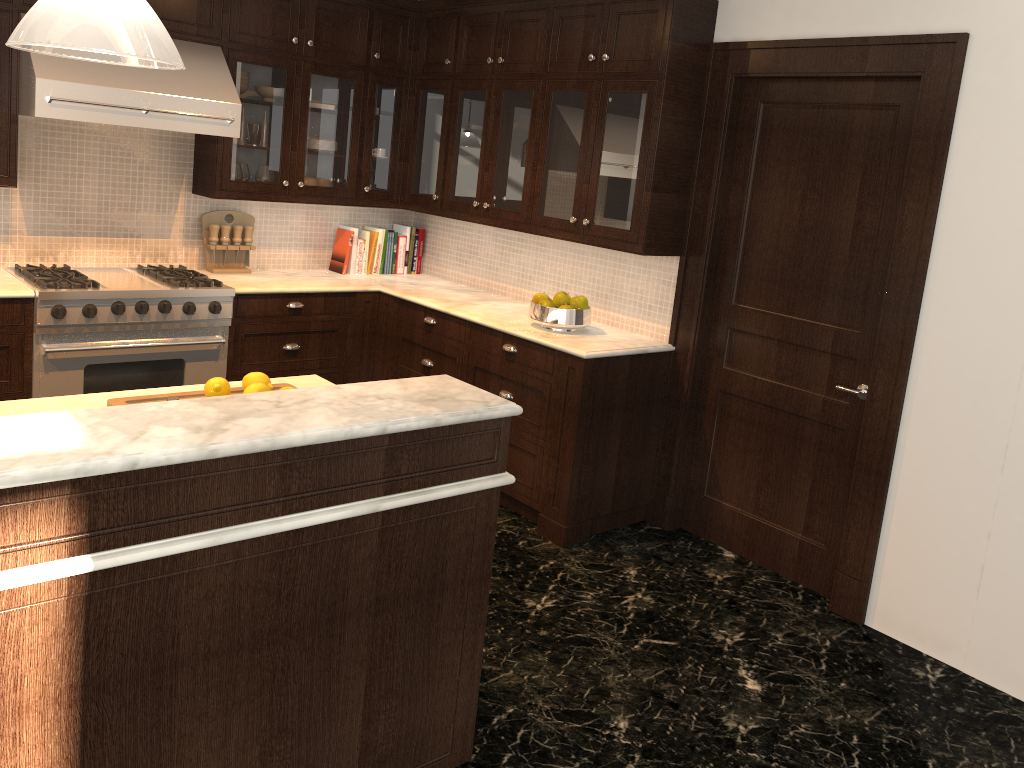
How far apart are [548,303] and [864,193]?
1.48m

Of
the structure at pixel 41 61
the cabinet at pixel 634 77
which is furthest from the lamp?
the cabinet at pixel 634 77

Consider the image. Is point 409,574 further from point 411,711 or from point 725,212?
point 725,212

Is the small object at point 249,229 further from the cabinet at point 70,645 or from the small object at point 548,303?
the cabinet at point 70,645

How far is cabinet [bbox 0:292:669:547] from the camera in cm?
401

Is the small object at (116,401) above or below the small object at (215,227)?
below

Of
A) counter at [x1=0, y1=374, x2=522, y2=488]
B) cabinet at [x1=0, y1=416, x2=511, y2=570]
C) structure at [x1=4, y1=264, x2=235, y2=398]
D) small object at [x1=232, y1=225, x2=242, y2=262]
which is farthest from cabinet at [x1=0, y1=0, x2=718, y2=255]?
cabinet at [x1=0, y1=416, x2=511, y2=570]

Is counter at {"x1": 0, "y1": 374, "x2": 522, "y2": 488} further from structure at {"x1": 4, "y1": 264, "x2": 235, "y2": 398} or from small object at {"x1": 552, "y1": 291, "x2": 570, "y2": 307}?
structure at {"x1": 4, "y1": 264, "x2": 235, "y2": 398}

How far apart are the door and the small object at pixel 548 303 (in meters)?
0.78

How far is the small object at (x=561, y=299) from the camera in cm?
428
